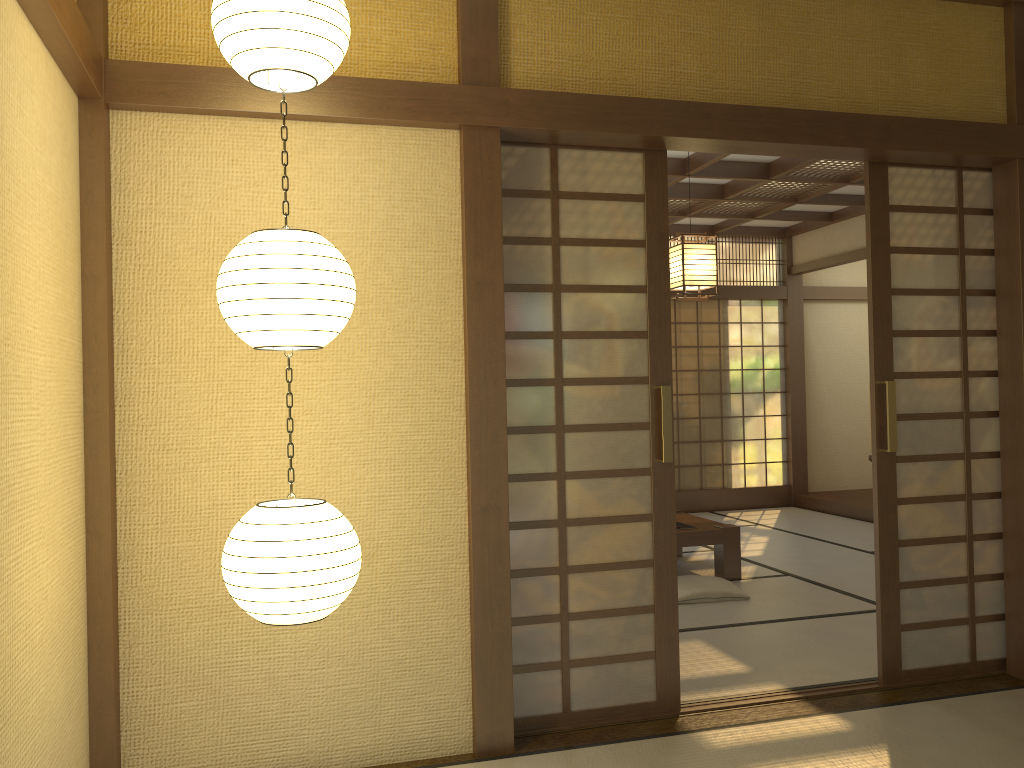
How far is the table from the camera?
5.82m

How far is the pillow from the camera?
5.26m

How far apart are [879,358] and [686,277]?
1.5m

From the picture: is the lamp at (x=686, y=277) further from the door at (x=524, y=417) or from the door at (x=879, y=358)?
the door at (x=524, y=417)

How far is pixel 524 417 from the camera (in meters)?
3.37

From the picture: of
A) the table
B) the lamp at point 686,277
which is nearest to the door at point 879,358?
the lamp at point 686,277

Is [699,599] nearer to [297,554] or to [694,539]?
[694,539]

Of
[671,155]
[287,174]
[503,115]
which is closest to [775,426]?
[671,155]

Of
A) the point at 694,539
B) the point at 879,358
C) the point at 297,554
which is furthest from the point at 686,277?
the point at 297,554

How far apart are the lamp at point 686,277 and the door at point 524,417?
1.6m
